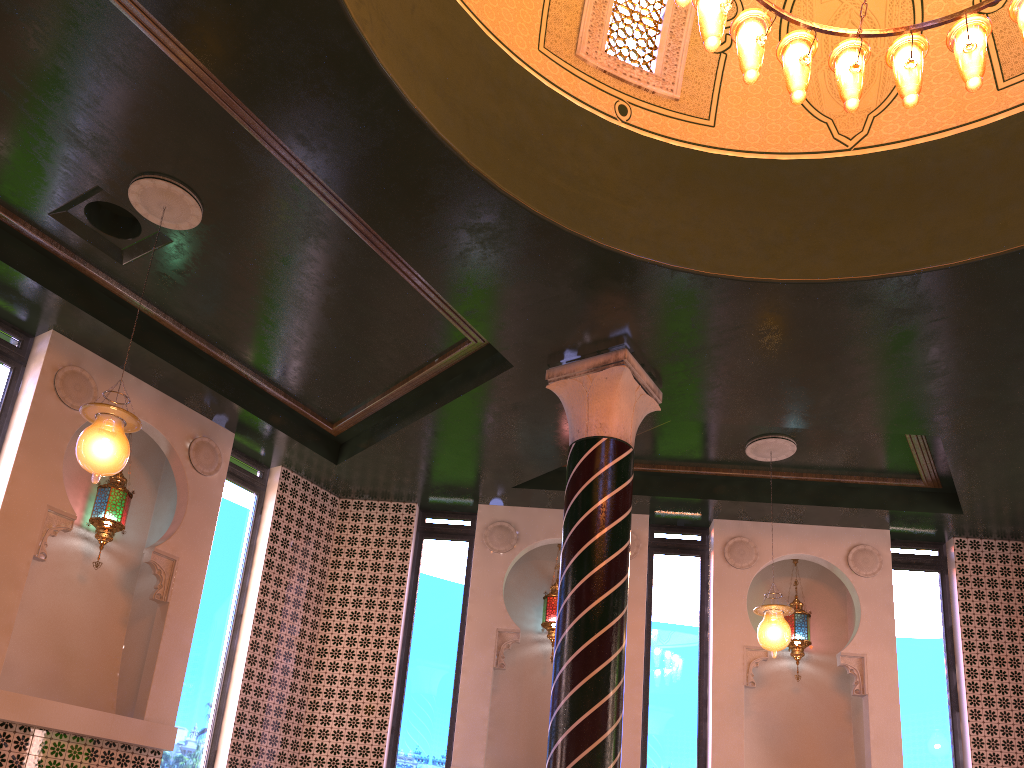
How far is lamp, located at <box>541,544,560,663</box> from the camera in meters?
10.0 m

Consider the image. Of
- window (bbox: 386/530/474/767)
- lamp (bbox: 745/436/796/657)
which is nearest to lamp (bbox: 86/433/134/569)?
window (bbox: 386/530/474/767)

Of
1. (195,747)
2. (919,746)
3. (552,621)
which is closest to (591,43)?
(552,621)

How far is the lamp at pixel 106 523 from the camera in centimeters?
817cm

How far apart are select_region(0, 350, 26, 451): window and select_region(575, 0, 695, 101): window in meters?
5.7 m

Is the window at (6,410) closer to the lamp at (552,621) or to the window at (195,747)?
the window at (195,747)

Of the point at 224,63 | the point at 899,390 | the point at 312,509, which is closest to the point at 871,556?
the point at 899,390

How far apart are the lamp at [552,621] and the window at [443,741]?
0.95m

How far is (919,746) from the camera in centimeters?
930cm

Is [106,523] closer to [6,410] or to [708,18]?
[6,410]
